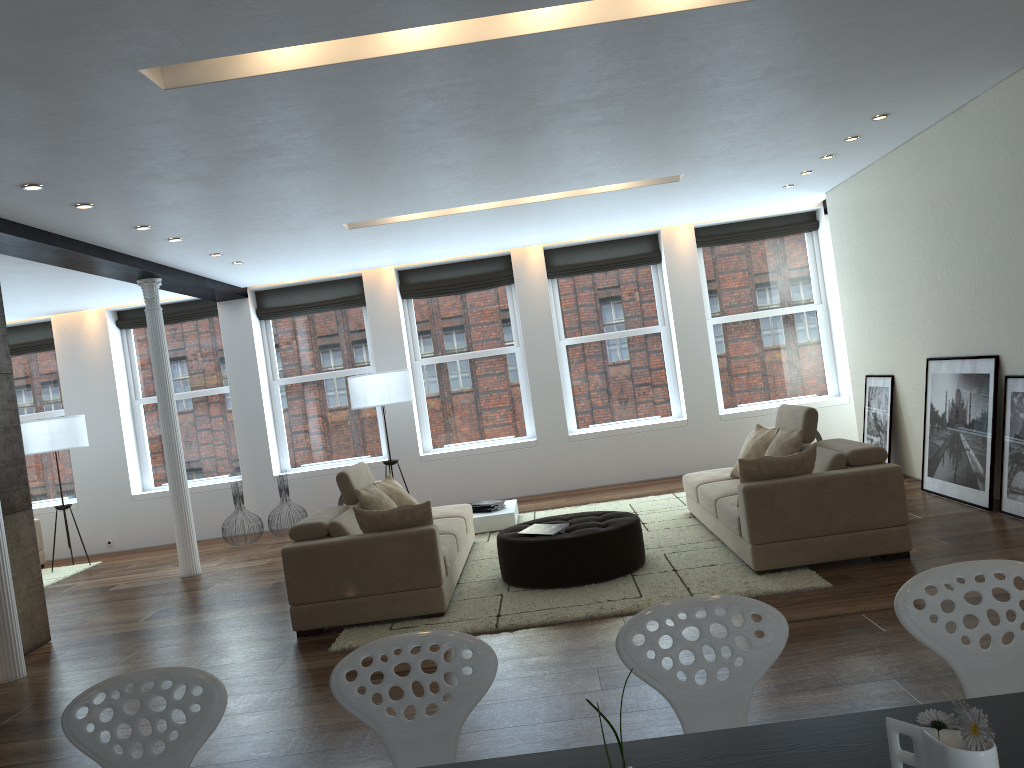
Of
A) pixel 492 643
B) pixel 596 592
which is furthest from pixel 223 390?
pixel 492 643

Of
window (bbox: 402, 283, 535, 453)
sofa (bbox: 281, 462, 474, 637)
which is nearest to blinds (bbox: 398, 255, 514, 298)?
window (bbox: 402, 283, 535, 453)

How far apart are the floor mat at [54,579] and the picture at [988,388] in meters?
8.6 m

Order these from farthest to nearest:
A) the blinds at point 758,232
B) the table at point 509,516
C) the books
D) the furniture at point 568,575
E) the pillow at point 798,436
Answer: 1. the blinds at point 758,232
2. the table at point 509,516
3. the pillow at point 798,436
4. the books
5. the furniture at point 568,575

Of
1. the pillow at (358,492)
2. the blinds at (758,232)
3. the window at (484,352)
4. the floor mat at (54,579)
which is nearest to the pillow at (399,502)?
the pillow at (358,492)

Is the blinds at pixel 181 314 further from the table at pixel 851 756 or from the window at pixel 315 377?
the table at pixel 851 756

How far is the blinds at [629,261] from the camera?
11.0 meters

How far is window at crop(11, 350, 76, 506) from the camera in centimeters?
1136cm

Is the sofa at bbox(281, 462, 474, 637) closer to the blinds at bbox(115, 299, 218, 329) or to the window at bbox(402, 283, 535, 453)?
the window at bbox(402, 283, 535, 453)

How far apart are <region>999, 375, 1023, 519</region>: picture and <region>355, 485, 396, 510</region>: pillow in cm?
446
